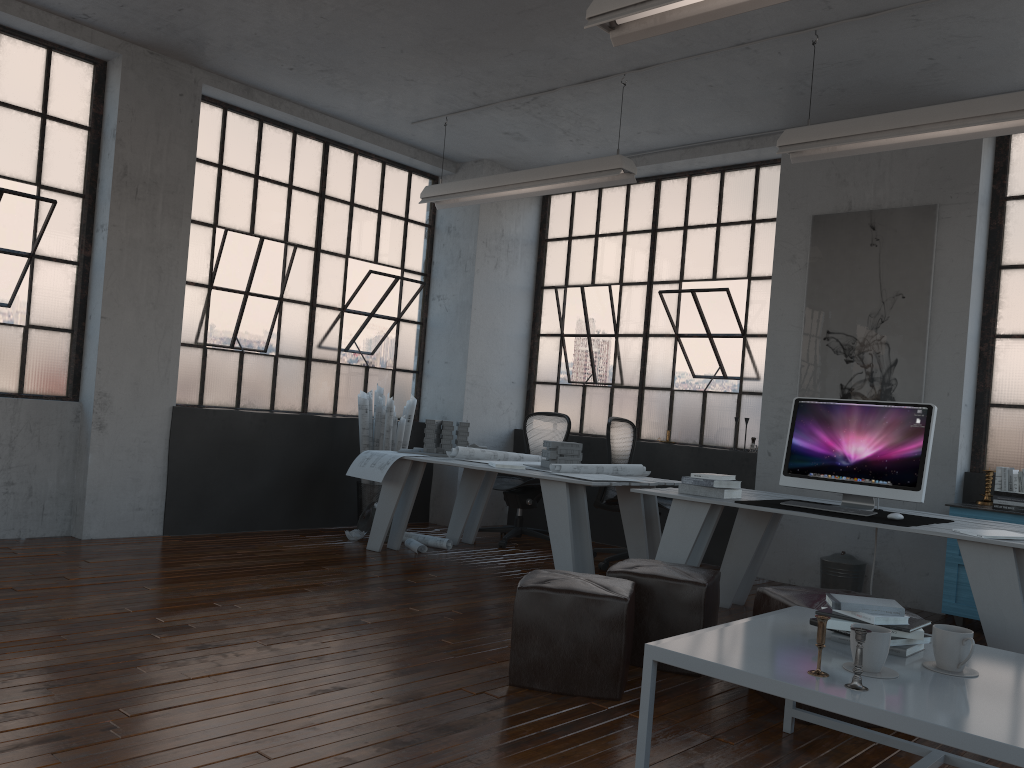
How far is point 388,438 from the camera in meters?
7.0 m

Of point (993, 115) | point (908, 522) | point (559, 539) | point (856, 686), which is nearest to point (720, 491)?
point (908, 522)

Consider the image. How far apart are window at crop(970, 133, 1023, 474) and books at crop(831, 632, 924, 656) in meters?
3.7 m

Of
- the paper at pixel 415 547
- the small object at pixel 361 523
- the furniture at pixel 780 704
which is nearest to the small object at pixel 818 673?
the furniture at pixel 780 704

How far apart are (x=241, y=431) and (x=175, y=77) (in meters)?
2.52

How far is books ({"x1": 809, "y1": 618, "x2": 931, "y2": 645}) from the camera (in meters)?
2.52

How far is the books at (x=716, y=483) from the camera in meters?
4.6 m

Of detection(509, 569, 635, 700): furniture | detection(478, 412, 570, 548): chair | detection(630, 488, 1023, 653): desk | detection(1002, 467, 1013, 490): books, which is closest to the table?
detection(509, 569, 635, 700): furniture

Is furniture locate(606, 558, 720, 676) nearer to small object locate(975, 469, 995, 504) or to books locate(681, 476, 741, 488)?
books locate(681, 476, 741, 488)

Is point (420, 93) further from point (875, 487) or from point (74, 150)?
point (875, 487)
